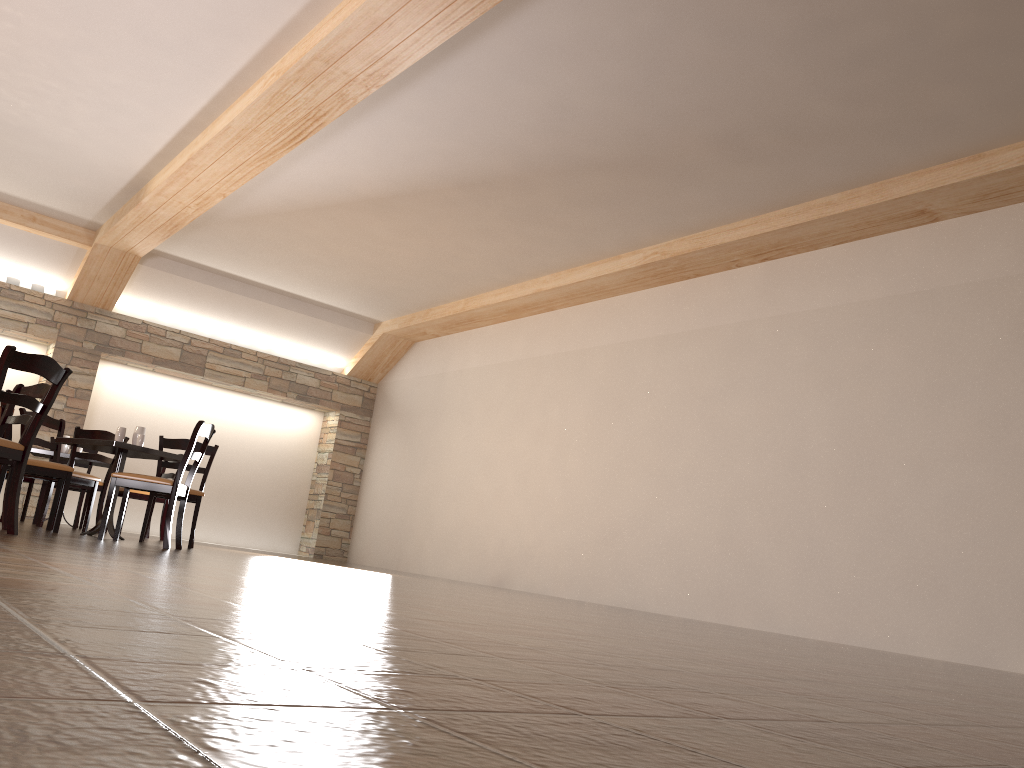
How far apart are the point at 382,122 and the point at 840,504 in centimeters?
435cm

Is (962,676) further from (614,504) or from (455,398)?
(455,398)

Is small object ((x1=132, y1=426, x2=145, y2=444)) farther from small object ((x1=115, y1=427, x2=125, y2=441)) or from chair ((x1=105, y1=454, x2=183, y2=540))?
chair ((x1=105, y1=454, x2=183, y2=540))

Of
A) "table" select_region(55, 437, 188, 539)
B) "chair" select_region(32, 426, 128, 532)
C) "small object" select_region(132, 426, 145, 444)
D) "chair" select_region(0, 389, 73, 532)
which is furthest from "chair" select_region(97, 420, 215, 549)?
"chair" select_region(32, 426, 128, 532)

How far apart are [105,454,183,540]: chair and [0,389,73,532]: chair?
2.3m

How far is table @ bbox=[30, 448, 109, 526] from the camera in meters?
7.9 m

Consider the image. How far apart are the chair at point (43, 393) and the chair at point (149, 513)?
1.59m

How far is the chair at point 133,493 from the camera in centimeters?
827cm

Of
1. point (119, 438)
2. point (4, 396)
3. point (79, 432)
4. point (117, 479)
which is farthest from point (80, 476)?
point (4, 396)

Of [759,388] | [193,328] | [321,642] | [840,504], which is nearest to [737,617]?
[840,504]
